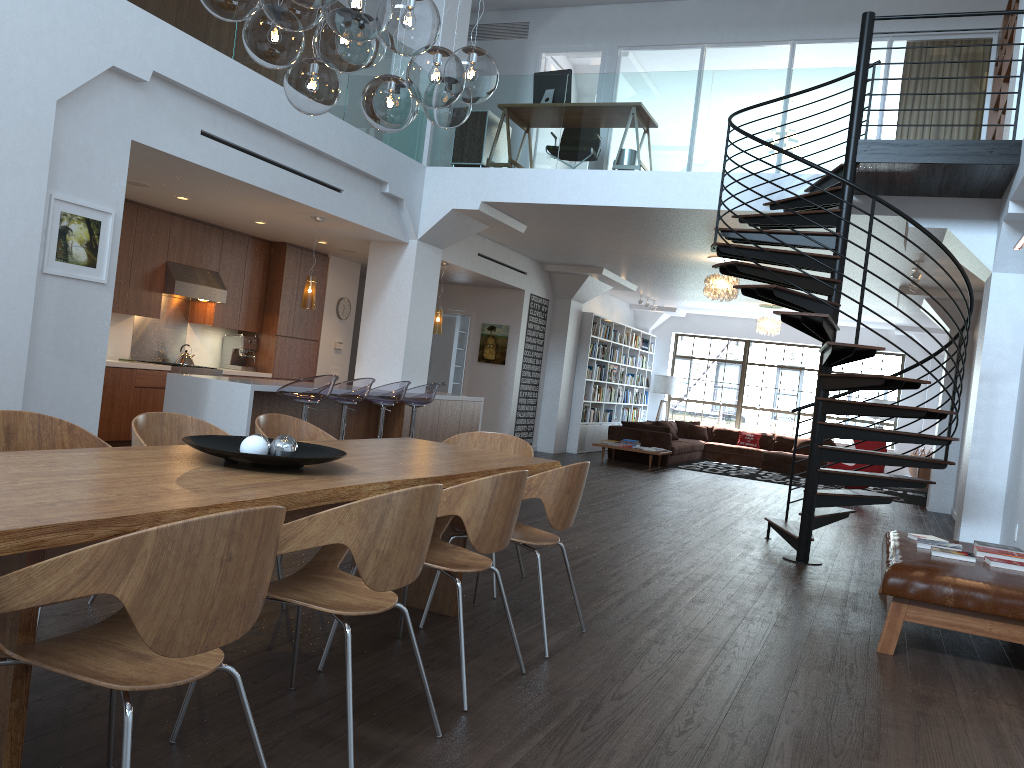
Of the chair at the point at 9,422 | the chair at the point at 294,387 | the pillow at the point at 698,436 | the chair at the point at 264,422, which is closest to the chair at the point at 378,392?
the chair at the point at 294,387

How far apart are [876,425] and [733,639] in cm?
1505

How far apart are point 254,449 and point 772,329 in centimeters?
1389cm

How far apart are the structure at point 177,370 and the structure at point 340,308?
2.36m

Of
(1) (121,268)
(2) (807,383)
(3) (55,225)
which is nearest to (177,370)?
(1) (121,268)

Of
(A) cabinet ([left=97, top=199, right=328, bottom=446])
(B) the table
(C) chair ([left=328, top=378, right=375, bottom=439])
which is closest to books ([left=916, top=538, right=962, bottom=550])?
(B) the table

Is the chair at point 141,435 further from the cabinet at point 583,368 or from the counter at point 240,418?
the cabinet at point 583,368

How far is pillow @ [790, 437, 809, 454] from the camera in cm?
1696

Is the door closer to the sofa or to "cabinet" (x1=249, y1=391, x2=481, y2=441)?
the sofa

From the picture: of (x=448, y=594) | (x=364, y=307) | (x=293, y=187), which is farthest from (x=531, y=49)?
(x=448, y=594)
